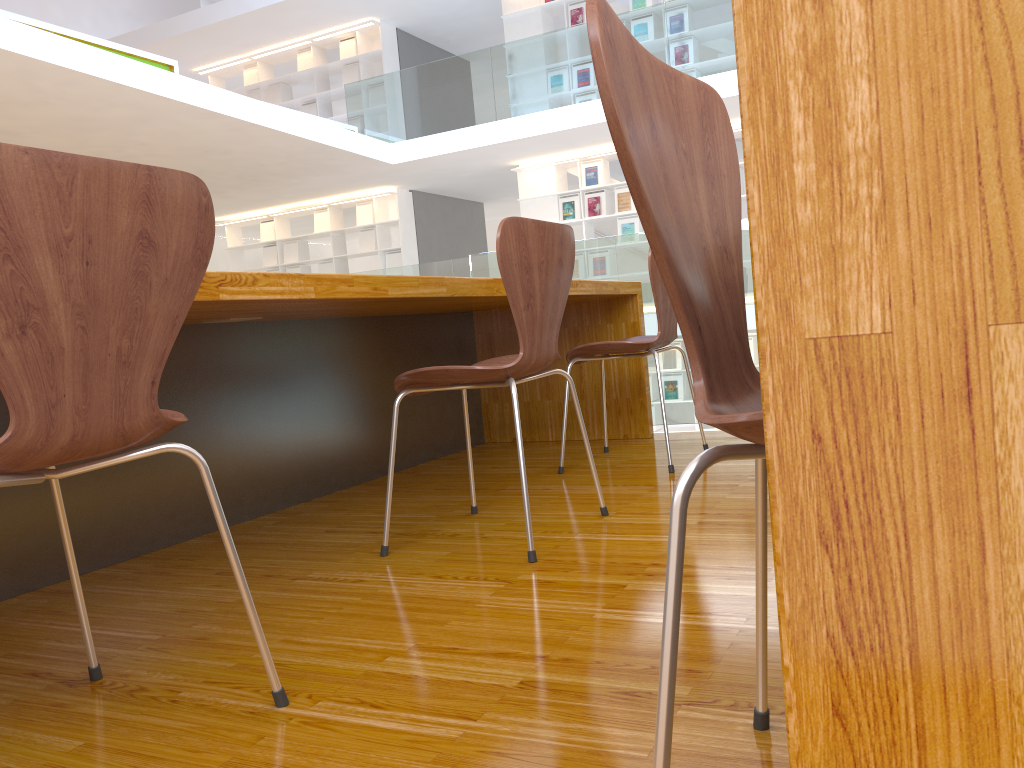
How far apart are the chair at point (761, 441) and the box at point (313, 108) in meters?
11.3 m

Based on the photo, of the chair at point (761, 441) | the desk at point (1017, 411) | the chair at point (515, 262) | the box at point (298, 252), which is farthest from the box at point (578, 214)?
the desk at point (1017, 411)

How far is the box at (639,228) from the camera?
9.6m

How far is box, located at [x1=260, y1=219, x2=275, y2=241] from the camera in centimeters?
1189cm

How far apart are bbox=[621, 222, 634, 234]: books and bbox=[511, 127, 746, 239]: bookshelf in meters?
0.4

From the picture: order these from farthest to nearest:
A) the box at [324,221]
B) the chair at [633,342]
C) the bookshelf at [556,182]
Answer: the box at [324,221] < the bookshelf at [556,182] < the chair at [633,342]

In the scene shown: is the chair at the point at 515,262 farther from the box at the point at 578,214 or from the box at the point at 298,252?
the box at the point at 298,252

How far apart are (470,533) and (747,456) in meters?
1.5

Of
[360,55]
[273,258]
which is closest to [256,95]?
[360,55]

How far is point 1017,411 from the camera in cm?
24
